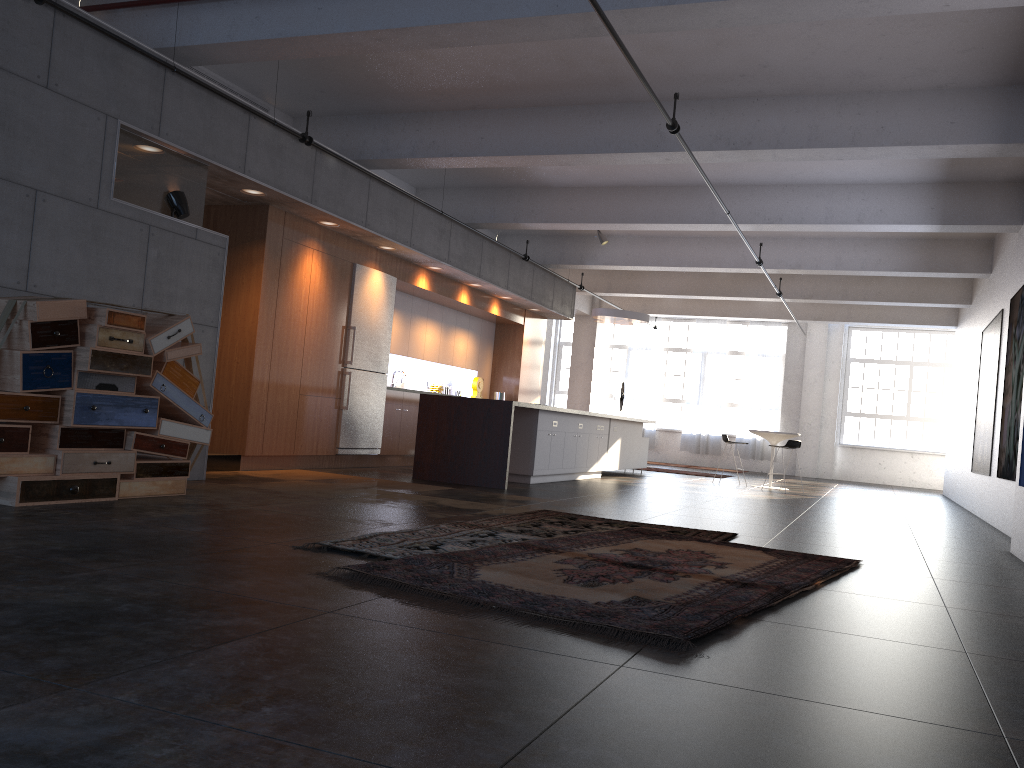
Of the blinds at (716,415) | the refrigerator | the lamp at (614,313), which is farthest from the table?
the blinds at (716,415)

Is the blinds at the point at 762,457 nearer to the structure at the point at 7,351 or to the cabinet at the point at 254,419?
the cabinet at the point at 254,419

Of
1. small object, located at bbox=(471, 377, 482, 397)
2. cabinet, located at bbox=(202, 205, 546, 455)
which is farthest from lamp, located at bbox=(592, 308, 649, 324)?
small object, located at bbox=(471, 377, 482, 397)

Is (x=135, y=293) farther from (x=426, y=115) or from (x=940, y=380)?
(x=940, y=380)

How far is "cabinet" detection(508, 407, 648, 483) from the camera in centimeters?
1070cm

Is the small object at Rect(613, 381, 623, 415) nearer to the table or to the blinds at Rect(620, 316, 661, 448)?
the blinds at Rect(620, 316, 661, 448)

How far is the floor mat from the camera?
3.5m

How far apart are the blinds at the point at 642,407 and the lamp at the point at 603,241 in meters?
9.4 m

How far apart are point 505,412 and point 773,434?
6.5 meters

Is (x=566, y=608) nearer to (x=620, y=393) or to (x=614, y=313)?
(x=614, y=313)
